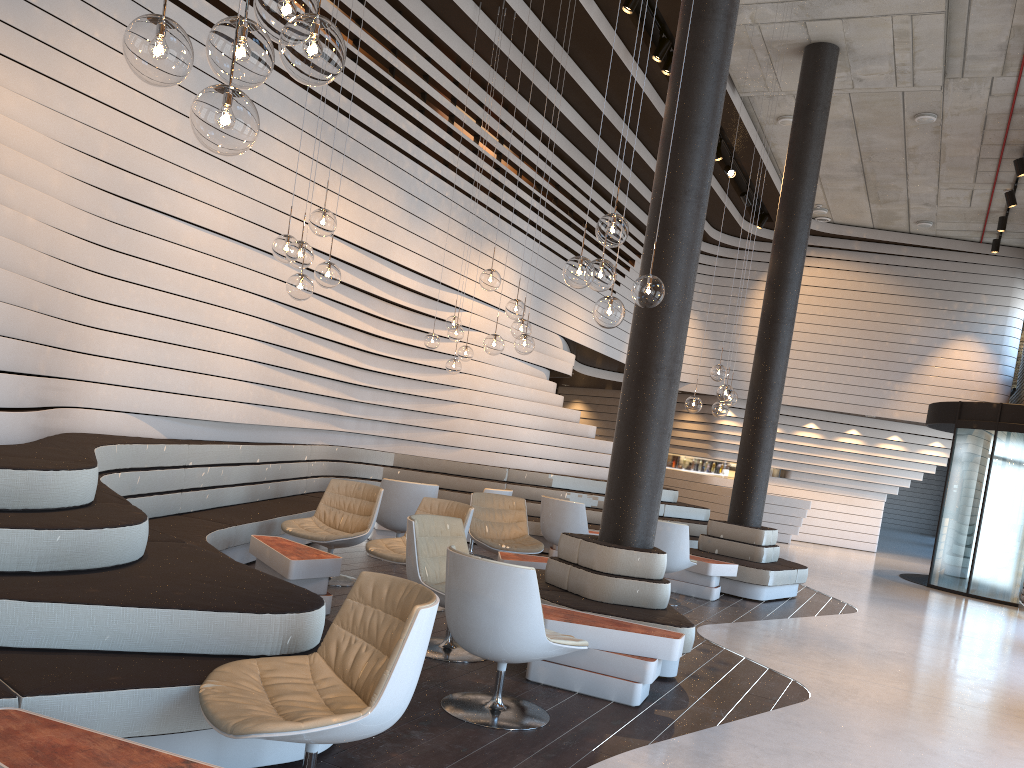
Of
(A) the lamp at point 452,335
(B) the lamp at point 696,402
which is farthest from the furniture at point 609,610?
(A) the lamp at point 452,335

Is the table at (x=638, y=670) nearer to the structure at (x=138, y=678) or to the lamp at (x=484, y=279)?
the structure at (x=138, y=678)

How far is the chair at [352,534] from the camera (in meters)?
6.53

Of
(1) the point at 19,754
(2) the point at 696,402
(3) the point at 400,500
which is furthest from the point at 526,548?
(1) the point at 19,754

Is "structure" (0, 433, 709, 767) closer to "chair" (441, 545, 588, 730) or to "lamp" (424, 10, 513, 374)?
"chair" (441, 545, 588, 730)

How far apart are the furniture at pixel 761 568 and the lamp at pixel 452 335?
3.2m

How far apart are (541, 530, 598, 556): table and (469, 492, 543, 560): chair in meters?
1.8 m

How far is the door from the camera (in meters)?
12.11

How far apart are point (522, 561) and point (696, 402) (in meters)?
2.77

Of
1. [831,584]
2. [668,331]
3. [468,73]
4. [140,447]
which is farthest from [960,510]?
[140,447]
